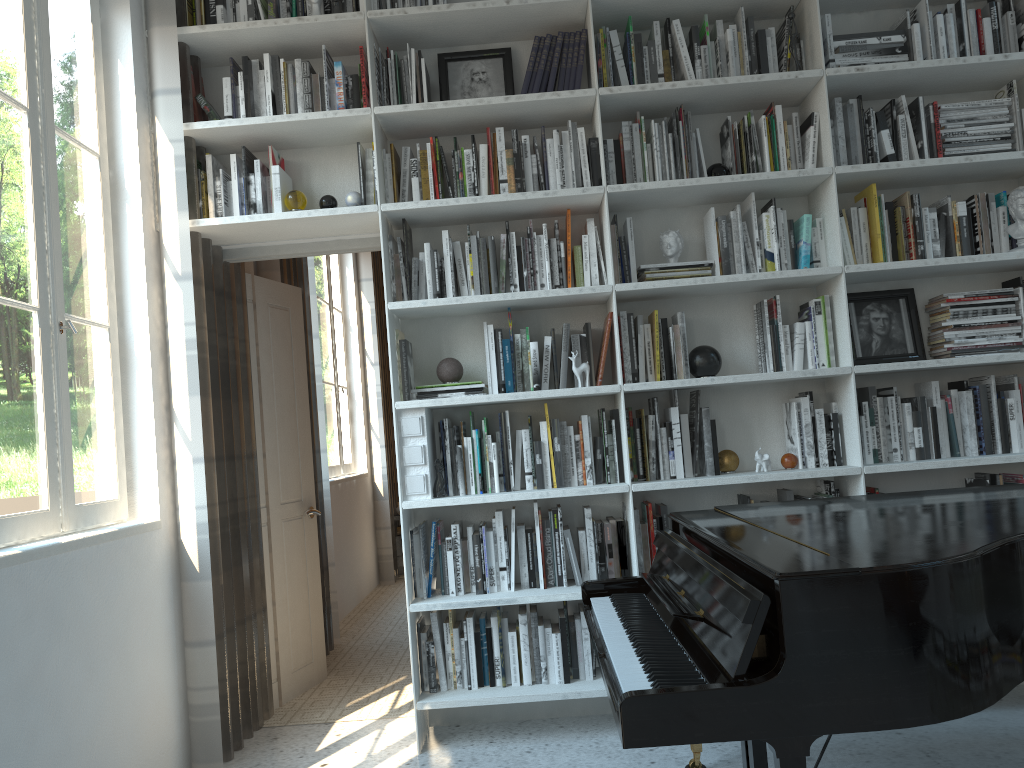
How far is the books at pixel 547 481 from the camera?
3.34m

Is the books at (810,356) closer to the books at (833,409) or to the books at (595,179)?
the books at (833,409)

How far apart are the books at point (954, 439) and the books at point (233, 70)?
3.0m

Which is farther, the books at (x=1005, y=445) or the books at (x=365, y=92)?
the books at (x=365, y=92)

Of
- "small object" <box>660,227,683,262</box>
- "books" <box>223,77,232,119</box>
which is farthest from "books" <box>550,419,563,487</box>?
"books" <box>223,77,232,119</box>

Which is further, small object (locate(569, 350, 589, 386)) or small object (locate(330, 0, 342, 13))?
small object (locate(330, 0, 342, 13))

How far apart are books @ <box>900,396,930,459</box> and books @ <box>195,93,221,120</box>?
2.9 meters

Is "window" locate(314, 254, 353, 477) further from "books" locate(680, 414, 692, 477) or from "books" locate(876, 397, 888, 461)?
"books" locate(876, 397, 888, 461)

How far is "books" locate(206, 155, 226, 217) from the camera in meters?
3.4

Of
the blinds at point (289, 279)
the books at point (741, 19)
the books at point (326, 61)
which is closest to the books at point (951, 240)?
the books at point (741, 19)
